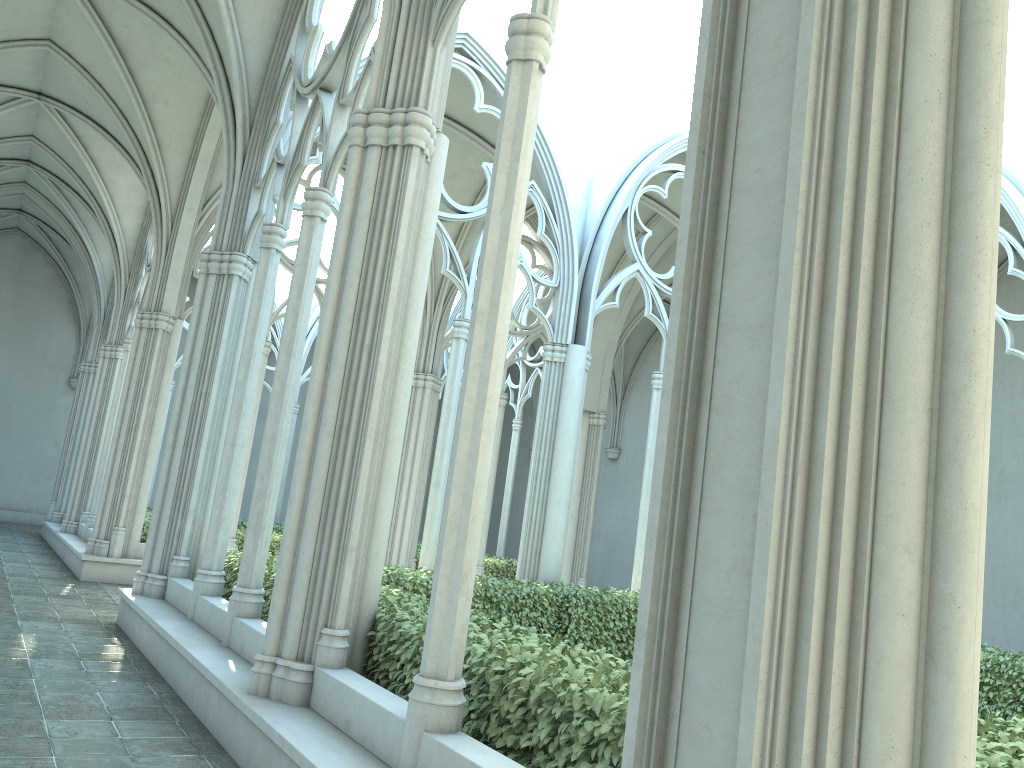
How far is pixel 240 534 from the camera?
14.8m

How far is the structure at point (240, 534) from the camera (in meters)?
14.81

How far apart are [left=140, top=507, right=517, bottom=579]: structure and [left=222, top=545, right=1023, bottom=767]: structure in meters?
5.3

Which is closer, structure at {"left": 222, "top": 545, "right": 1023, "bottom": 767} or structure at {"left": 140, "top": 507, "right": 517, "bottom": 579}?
structure at {"left": 222, "top": 545, "right": 1023, "bottom": 767}

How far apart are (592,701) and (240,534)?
12.3 meters

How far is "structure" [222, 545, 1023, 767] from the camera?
3.6 meters

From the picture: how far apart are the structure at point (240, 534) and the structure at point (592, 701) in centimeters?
532cm

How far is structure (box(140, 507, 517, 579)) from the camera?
14.81m
